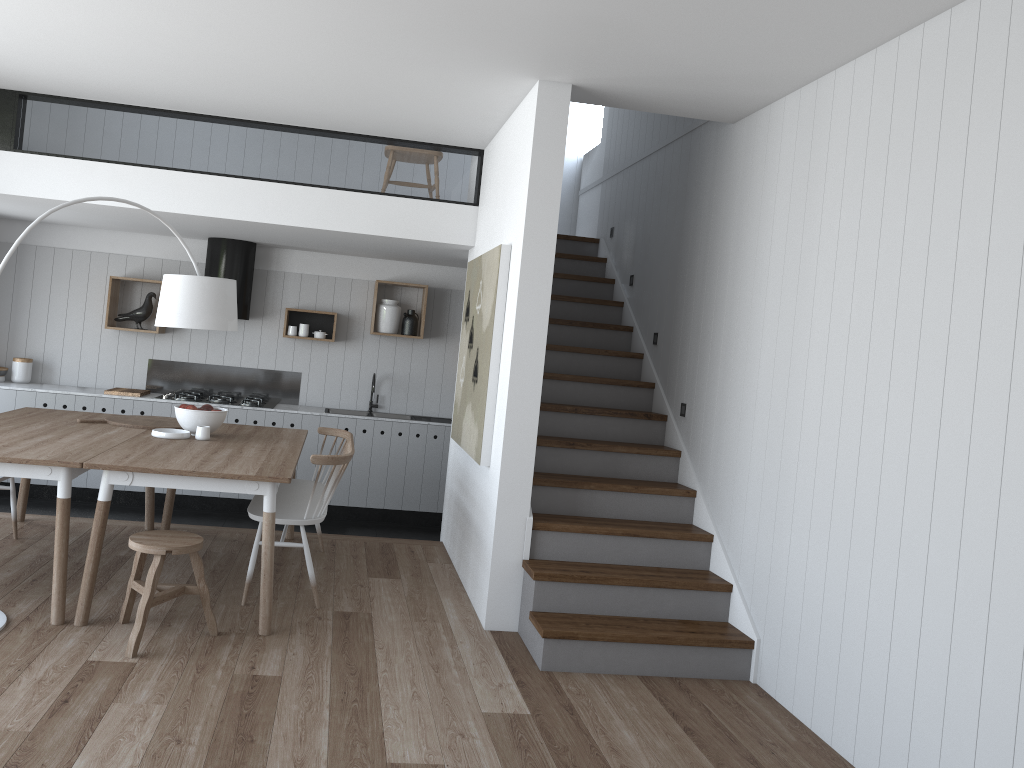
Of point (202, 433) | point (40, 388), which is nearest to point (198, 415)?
point (202, 433)

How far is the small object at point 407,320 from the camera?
7.9 meters

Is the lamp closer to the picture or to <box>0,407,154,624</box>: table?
<box>0,407,154,624</box>: table

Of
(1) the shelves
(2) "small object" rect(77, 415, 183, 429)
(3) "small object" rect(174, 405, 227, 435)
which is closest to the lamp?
(3) "small object" rect(174, 405, 227, 435)

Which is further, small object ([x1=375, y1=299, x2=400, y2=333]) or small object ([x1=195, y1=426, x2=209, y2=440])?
small object ([x1=375, y1=299, x2=400, y2=333])

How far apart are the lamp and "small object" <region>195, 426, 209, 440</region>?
0.6 meters

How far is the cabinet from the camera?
7.1 meters

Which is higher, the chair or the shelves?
the shelves

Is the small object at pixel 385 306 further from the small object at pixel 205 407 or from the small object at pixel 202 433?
the small object at pixel 202 433

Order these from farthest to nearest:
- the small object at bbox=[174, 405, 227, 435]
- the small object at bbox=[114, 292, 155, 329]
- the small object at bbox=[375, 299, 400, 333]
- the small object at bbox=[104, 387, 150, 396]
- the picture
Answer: the small object at bbox=[375, 299, 400, 333], the small object at bbox=[114, 292, 155, 329], the small object at bbox=[104, 387, 150, 396], the small object at bbox=[174, 405, 227, 435], the picture
